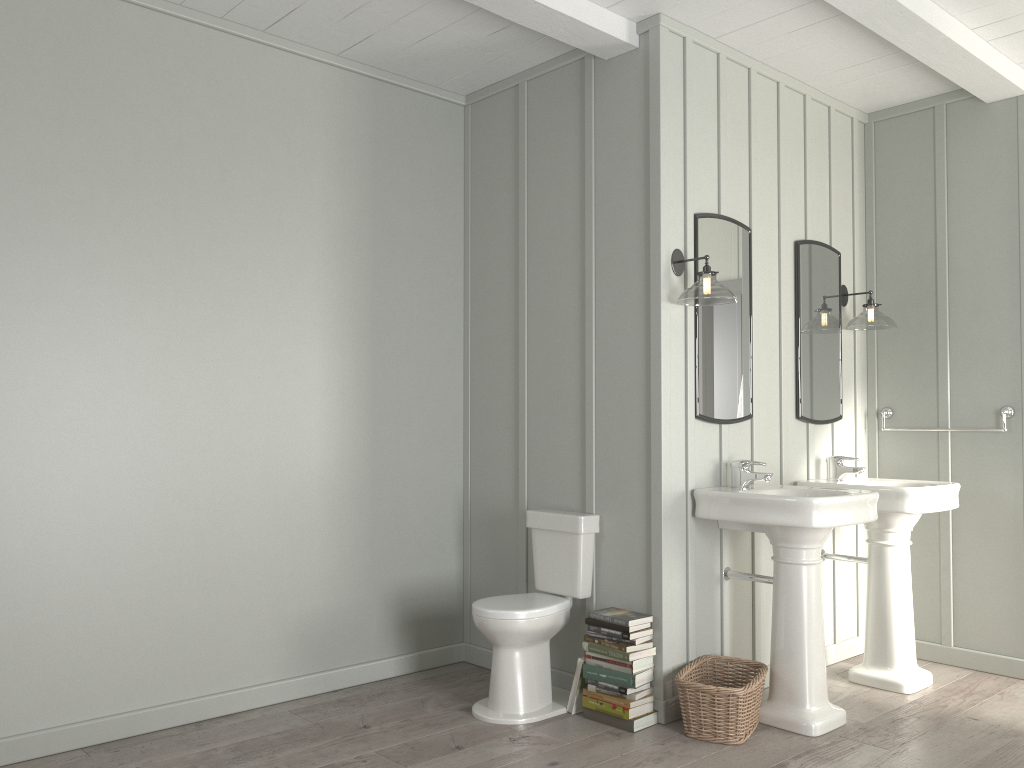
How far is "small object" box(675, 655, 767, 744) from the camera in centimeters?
321cm

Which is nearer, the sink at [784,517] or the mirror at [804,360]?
the sink at [784,517]

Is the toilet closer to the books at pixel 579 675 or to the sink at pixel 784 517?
the books at pixel 579 675

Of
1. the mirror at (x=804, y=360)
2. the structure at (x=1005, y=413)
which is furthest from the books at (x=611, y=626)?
the structure at (x=1005, y=413)

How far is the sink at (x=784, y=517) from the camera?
3.29m

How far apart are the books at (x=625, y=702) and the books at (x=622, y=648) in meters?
0.2 m

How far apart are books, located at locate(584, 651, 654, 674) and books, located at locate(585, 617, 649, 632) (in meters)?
0.13

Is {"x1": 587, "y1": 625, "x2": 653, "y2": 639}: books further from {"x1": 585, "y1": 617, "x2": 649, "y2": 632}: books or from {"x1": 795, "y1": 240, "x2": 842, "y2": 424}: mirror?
{"x1": 795, "y1": 240, "x2": 842, "y2": 424}: mirror

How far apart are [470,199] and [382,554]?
1.8m

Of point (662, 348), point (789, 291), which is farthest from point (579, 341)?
point (789, 291)
